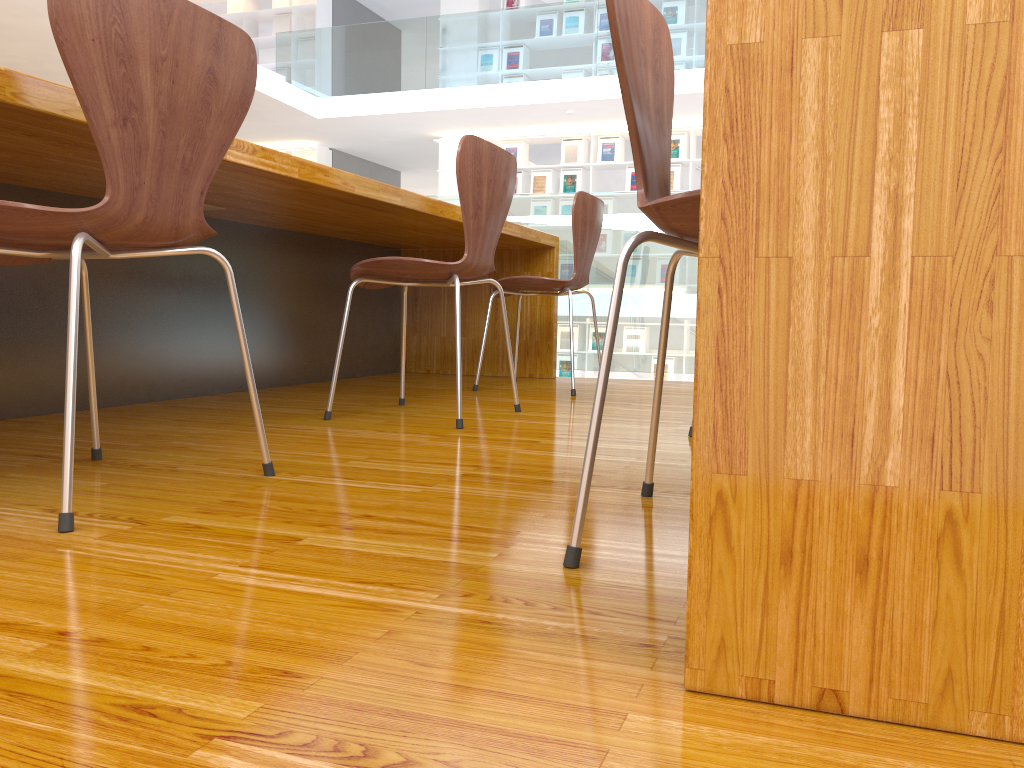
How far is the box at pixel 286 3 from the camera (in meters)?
10.99

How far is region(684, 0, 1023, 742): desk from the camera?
0.6 meters

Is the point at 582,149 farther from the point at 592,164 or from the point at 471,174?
the point at 471,174

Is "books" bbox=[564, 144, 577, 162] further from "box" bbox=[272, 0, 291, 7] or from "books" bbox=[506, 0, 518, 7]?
"box" bbox=[272, 0, 291, 7]

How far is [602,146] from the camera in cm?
969

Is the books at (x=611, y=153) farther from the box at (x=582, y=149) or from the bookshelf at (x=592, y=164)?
the box at (x=582, y=149)

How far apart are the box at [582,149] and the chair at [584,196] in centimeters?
682cm

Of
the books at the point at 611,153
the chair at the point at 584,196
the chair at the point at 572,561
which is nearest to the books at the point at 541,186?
the books at the point at 611,153

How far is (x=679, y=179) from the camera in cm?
945

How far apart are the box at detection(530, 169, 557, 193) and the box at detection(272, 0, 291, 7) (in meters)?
4.04
